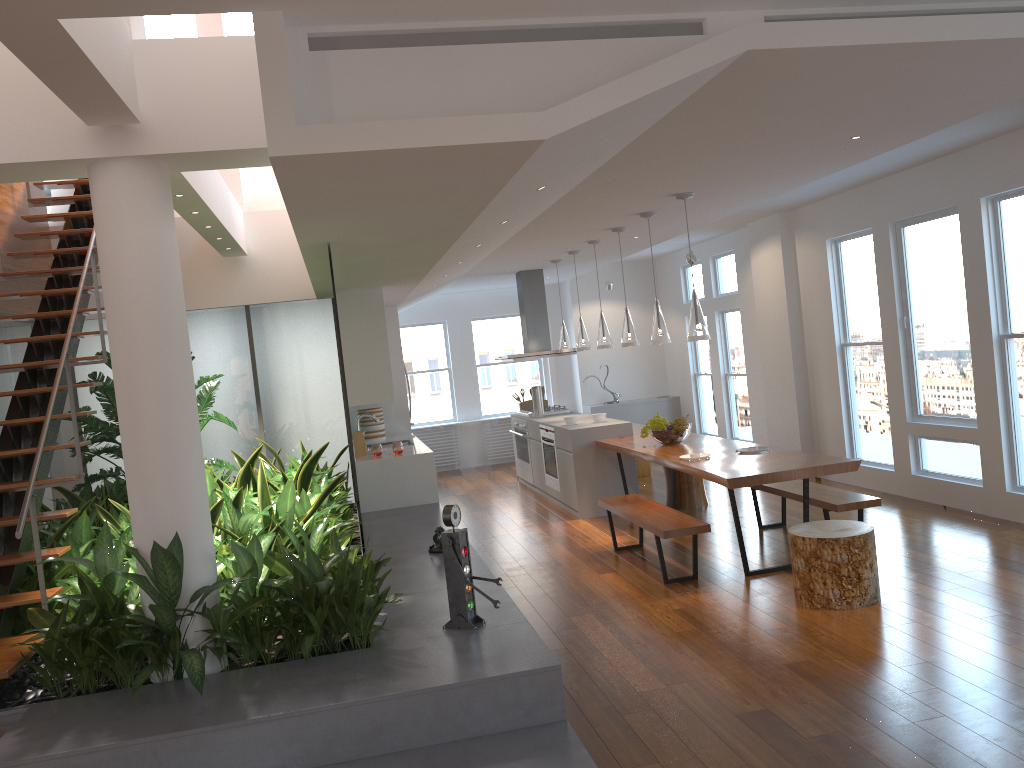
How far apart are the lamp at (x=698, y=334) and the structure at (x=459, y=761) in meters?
2.0 m

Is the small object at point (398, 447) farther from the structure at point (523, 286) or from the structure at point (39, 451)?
the structure at point (39, 451)

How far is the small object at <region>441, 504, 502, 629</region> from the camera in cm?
400

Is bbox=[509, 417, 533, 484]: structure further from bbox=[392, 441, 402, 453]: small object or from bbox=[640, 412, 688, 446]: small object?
bbox=[640, 412, 688, 446]: small object

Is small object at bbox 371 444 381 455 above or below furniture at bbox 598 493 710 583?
above

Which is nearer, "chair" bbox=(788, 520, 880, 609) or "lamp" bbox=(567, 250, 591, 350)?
"chair" bbox=(788, 520, 880, 609)

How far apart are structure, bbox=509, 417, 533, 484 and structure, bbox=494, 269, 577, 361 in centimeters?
77cm

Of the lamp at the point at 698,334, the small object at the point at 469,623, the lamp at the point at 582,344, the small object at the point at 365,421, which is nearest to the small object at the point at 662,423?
the lamp at the point at 698,334

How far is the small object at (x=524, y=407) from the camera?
10.9m

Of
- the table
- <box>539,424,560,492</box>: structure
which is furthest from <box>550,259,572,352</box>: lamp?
the table
